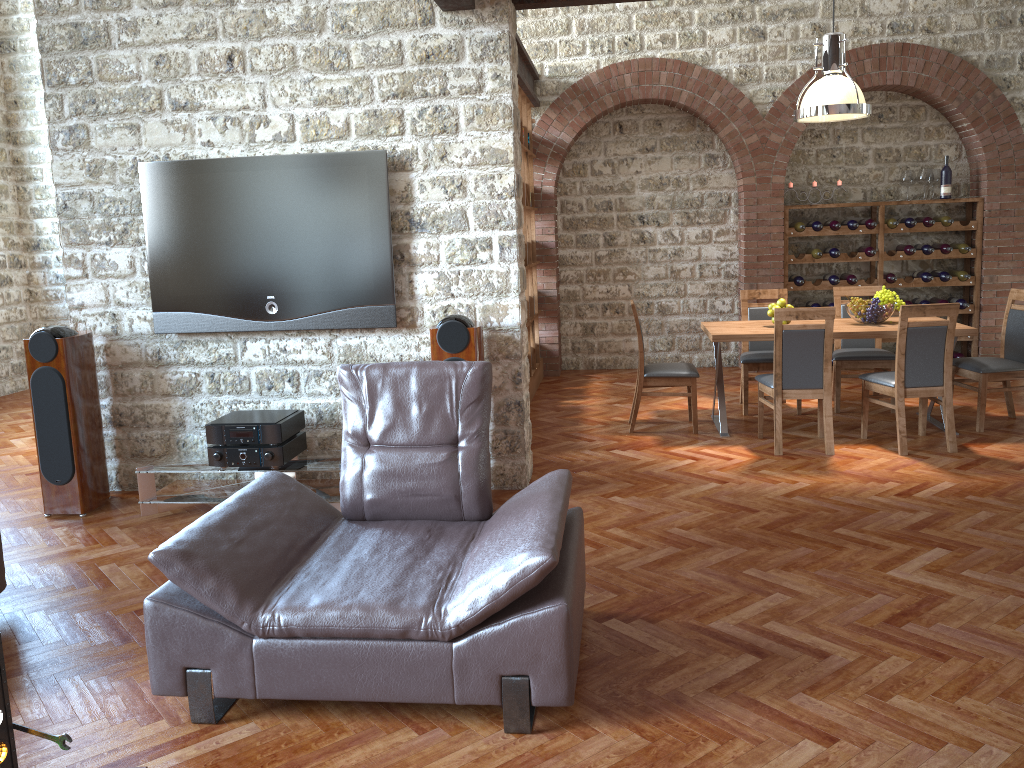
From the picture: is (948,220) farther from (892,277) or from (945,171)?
(892,277)

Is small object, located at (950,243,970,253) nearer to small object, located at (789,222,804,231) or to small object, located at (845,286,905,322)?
small object, located at (789,222,804,231)

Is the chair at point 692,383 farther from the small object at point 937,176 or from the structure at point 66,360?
the small object at point 937,176

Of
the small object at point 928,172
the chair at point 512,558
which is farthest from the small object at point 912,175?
the chair at point 512,558

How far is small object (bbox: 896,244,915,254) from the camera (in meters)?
8.82

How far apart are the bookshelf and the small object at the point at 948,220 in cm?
408

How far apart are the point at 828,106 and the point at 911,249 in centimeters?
328cm

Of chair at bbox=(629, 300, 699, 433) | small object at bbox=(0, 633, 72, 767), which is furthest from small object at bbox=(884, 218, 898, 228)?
small object at bbox=(0, 633, 72, 767)

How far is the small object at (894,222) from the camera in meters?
8.8 m

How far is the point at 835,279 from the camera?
9.0m
